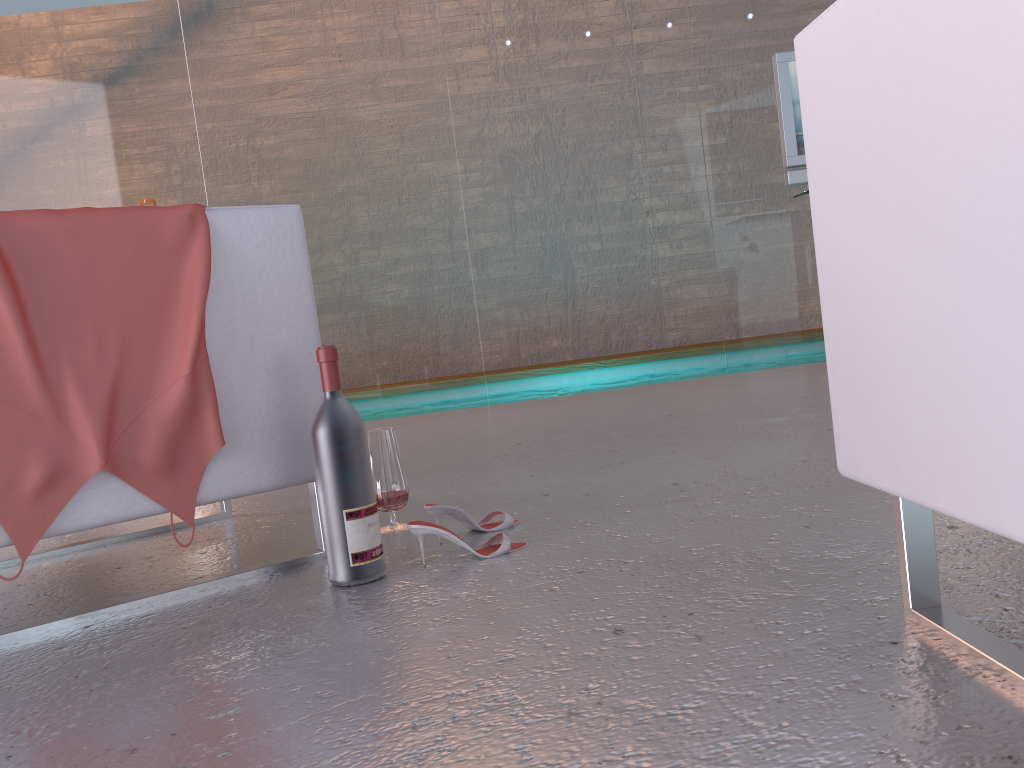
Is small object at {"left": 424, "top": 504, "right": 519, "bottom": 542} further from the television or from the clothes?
the television

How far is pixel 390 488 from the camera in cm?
199

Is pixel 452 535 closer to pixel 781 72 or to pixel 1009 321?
pixel 1009 321

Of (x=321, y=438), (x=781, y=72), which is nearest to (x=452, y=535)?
(x=321, y=438)

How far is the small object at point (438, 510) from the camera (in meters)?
1.81

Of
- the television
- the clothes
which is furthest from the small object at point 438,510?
the television

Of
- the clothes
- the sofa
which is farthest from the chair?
the sofa

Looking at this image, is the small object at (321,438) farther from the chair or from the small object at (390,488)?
the small object at (390,488)

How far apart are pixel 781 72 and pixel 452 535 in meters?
3.5

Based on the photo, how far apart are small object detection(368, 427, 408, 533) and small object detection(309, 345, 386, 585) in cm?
37
